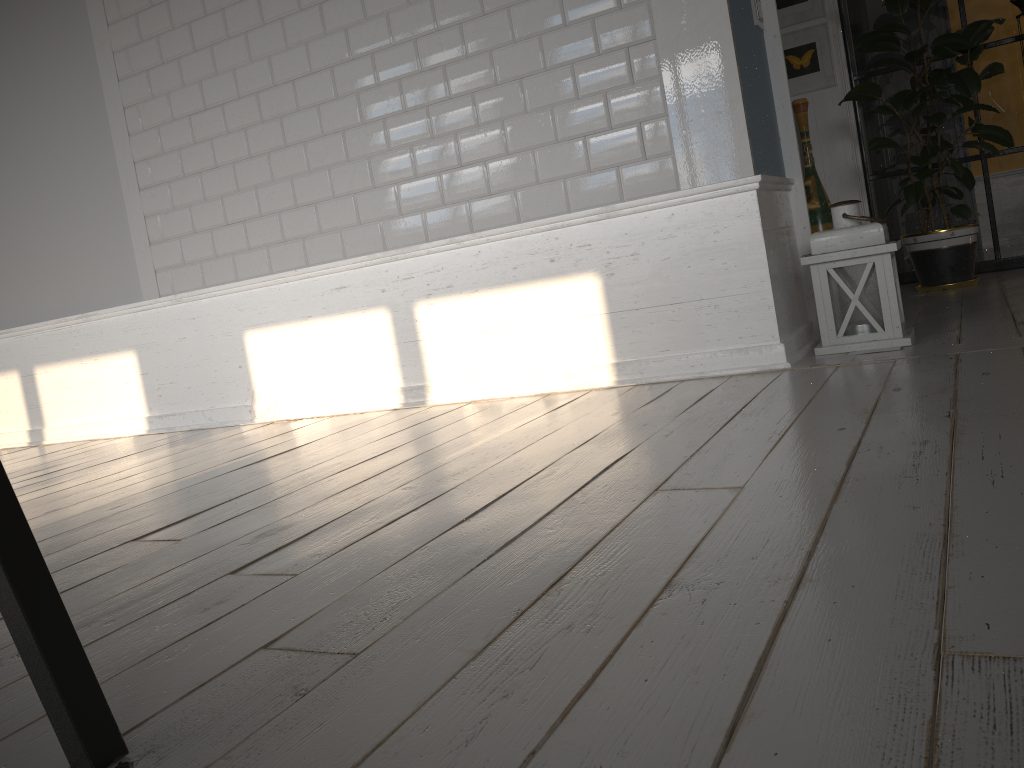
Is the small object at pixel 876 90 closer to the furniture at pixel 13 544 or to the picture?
the picture

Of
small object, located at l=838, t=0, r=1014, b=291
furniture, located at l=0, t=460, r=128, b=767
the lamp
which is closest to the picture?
small object, located at l=838, t=0, r=1014, b=291

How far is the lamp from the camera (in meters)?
2.74

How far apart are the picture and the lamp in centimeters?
234cm

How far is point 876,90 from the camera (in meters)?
4.21

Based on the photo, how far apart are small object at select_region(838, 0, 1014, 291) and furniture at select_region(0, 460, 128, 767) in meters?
4.2

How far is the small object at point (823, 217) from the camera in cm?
480

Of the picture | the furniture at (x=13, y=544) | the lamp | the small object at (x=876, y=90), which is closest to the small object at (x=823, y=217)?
the picture

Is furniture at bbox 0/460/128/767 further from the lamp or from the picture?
the picture

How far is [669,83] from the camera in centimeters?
271cm
